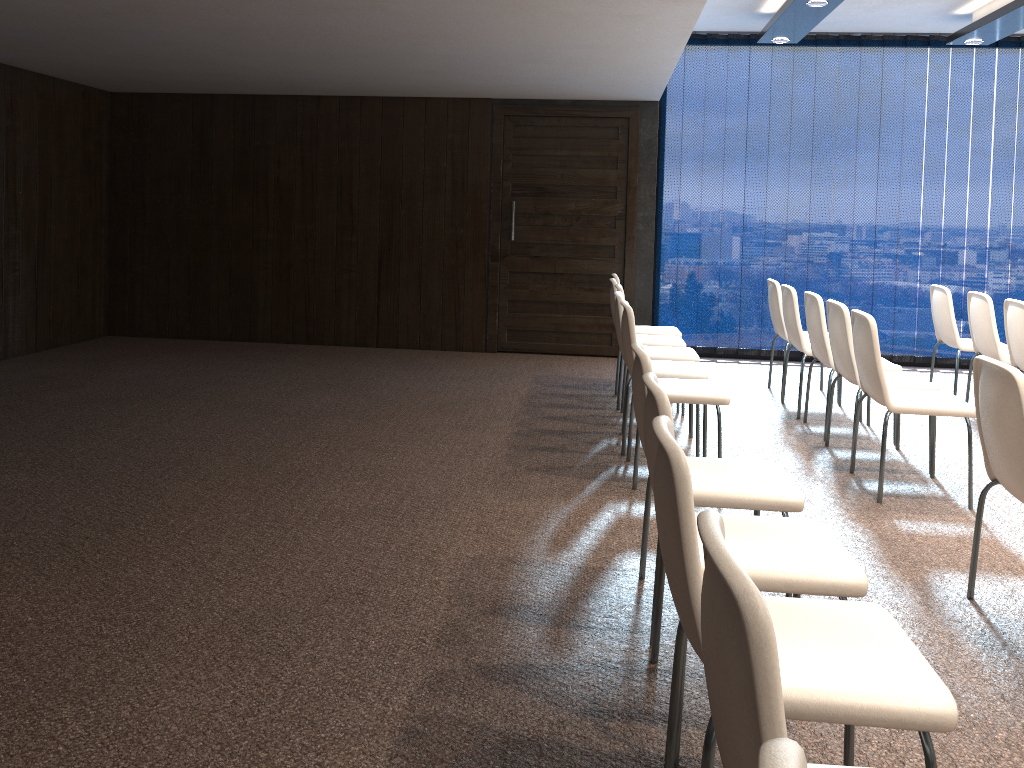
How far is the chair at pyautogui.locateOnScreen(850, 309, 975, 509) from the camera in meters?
4.2 m

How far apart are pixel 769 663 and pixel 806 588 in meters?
1.2

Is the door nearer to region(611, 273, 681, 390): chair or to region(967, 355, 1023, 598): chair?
region(611, 273, 681, 390): chair

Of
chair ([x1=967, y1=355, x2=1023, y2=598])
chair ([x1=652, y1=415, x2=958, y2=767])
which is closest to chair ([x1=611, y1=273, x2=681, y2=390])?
chair ([x1=967, y1=355, x2=1023, y2=598])

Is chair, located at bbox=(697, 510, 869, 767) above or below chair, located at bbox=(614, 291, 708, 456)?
above

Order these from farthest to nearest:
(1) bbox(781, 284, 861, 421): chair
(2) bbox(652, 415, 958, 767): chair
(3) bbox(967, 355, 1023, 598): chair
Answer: (1) bbox(781, 284, 861, 421): chair
(3) bbox(967, 355, 1023, 598): chair
(2) bbox(652, 415, 958, 767): chair

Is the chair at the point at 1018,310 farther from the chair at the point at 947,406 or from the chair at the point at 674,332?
the chair at the point at 674,332

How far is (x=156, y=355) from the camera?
7.8m

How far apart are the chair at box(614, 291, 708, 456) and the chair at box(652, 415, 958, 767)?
2.94m

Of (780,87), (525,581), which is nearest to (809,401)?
(780,87)
